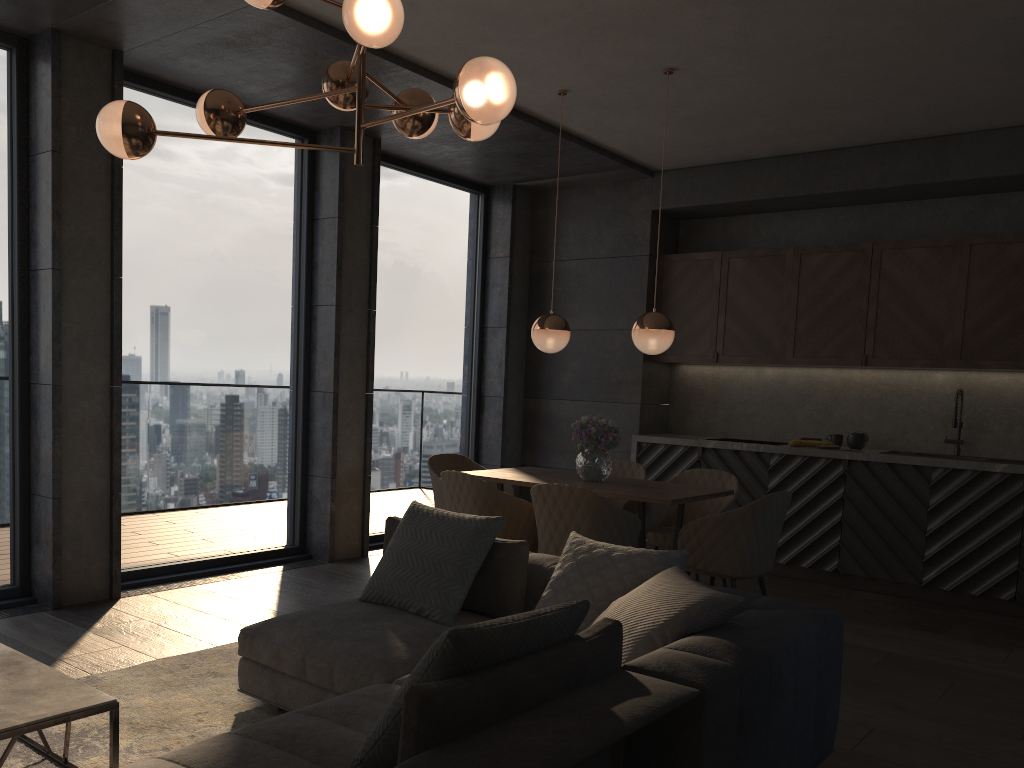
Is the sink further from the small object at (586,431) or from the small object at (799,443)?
the small object at (586,431)

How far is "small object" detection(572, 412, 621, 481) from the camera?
5.1 meters

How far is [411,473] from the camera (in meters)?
7.22

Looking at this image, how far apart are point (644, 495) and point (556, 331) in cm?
123

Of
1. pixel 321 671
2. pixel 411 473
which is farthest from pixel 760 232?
pixel 321 671

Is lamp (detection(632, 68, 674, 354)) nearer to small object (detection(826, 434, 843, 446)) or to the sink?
small object (detection(826, 434, 843, 446))

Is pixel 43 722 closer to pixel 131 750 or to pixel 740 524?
pixel 131 750

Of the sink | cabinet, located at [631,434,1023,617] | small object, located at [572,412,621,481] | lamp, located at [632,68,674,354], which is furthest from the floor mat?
the sink

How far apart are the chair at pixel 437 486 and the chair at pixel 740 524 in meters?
1.6

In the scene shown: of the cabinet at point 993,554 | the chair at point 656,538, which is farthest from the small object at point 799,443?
the chair at point 656,538
